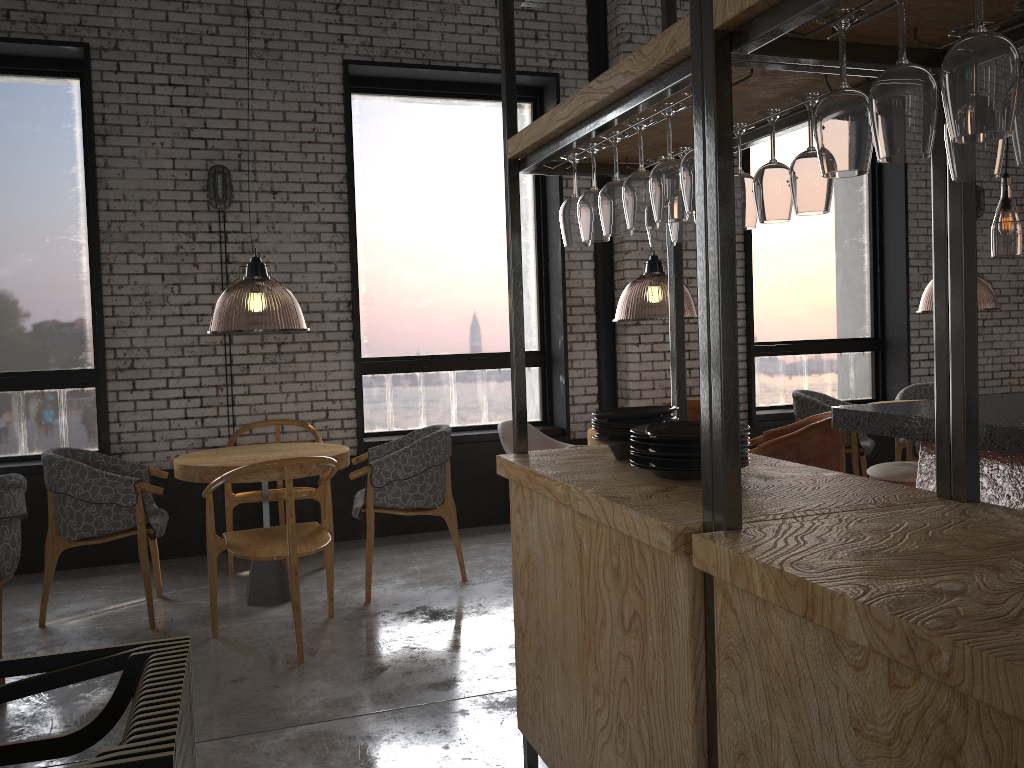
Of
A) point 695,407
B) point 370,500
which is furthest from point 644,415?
point 695,407

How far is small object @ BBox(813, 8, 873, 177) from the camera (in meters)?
1.46

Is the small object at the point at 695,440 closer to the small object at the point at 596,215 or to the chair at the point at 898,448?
the small object at the point at 596,215

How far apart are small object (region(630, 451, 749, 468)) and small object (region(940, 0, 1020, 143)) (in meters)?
1.09

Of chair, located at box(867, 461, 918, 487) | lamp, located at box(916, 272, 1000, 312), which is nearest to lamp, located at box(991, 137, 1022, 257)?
lamp, located at box(916, 272, 1000, 312)

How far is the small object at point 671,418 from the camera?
2.68m

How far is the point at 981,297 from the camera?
9.9 meters

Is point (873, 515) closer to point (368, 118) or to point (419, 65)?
point (419, 65)

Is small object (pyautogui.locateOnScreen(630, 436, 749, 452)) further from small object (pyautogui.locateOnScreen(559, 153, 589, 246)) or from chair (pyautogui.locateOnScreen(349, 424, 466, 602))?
chair (pyautogui.locateOnScreen(349, 424, 466, 602))

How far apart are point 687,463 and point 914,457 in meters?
4.5
